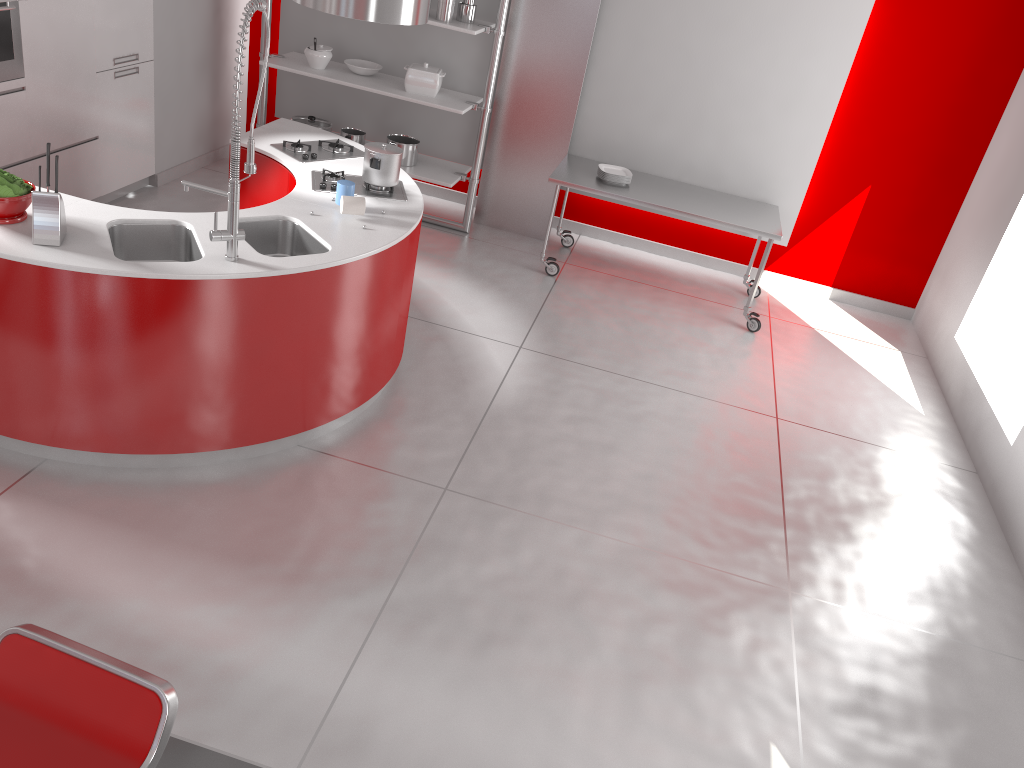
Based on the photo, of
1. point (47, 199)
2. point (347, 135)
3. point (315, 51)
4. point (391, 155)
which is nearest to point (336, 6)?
point (391, 155)

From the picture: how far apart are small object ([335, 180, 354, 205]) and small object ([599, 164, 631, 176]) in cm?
249

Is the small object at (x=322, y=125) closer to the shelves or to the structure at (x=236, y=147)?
the shelves

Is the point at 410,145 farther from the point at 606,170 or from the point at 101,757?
the point at 101,757

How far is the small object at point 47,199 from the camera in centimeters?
313cm

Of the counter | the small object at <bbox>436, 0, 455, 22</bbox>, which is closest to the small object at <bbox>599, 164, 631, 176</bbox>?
the small object at <bbox>436, 0, 455, 22</bbox>

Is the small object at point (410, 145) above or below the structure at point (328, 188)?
below

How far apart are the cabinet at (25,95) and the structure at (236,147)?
2.2m

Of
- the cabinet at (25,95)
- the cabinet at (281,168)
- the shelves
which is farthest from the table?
the cabinet at (25,95)

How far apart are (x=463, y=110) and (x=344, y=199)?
2.3 meters
